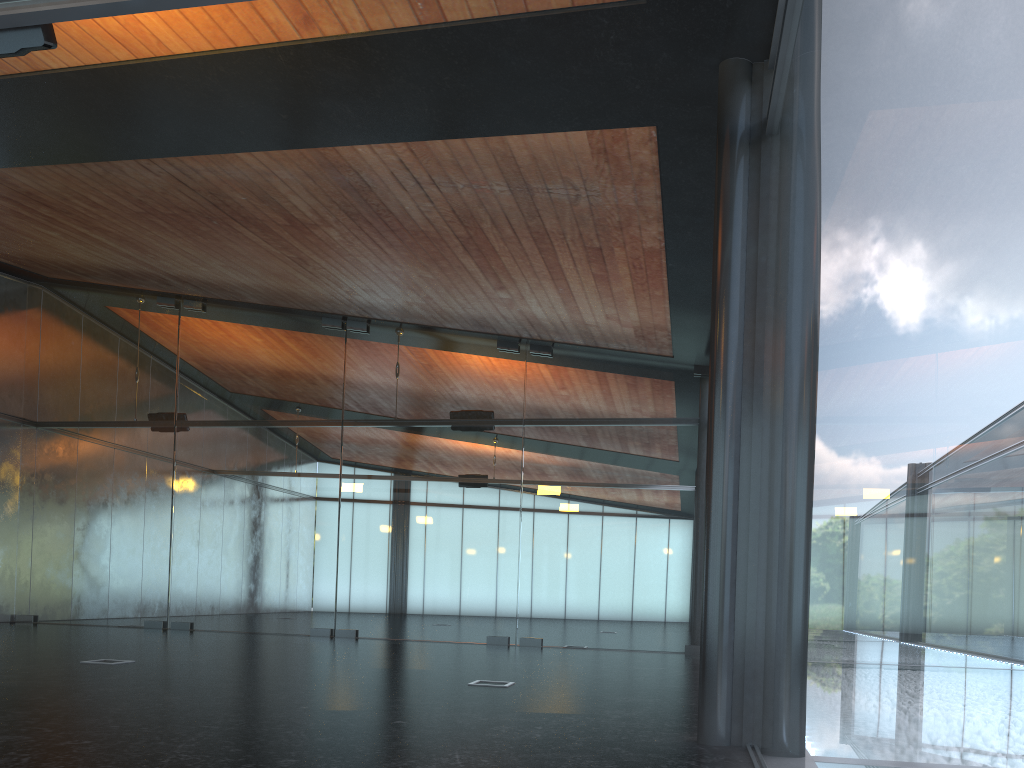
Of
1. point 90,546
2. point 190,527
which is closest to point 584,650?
point 190,527
